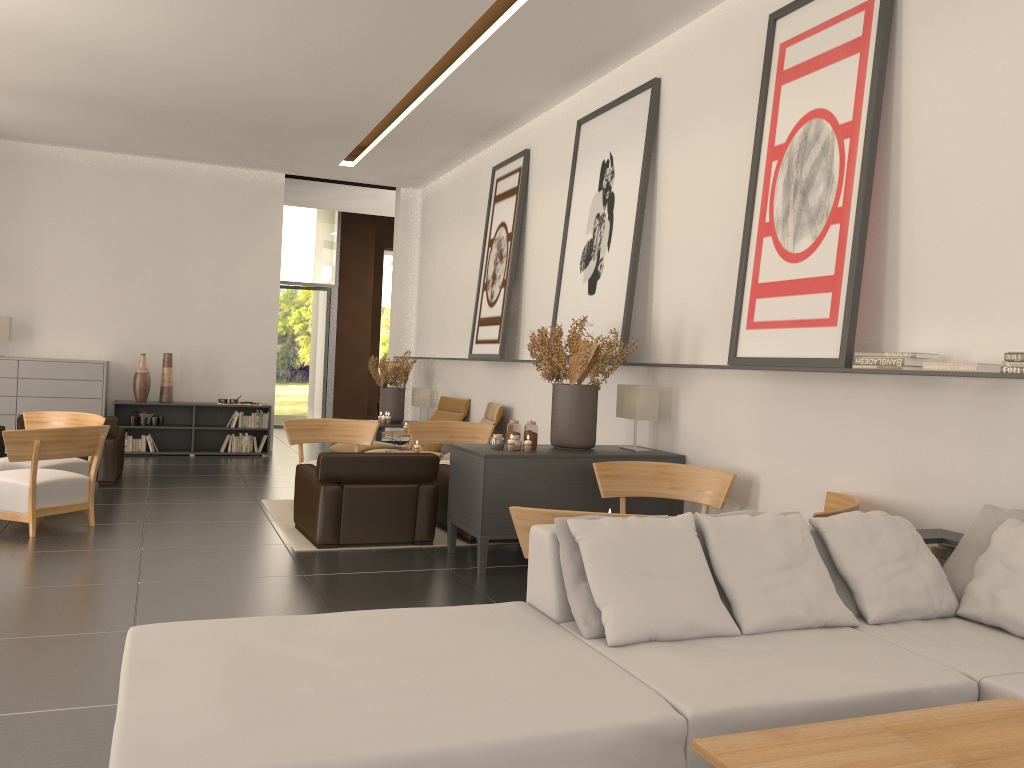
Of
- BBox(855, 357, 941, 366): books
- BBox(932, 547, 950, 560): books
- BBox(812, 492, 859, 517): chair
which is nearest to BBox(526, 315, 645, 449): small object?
BBox(812, 492, 859, 517): chair

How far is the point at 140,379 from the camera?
17.91m

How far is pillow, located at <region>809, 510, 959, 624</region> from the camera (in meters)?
5.19

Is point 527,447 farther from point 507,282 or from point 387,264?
point 387,264

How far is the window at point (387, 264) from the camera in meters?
45.4

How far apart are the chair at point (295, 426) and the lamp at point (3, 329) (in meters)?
8.13

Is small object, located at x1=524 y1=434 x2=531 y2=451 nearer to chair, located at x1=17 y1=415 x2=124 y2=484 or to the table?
the table

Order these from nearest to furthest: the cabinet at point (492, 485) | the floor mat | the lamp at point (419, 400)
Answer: the cabinet at point (492, 485), the floor mat, the lamp at point (419, 400)

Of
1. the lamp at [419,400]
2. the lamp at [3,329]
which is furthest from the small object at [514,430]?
the lamp at [3,329]

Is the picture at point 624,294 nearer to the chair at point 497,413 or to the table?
the chair at point 497,413
